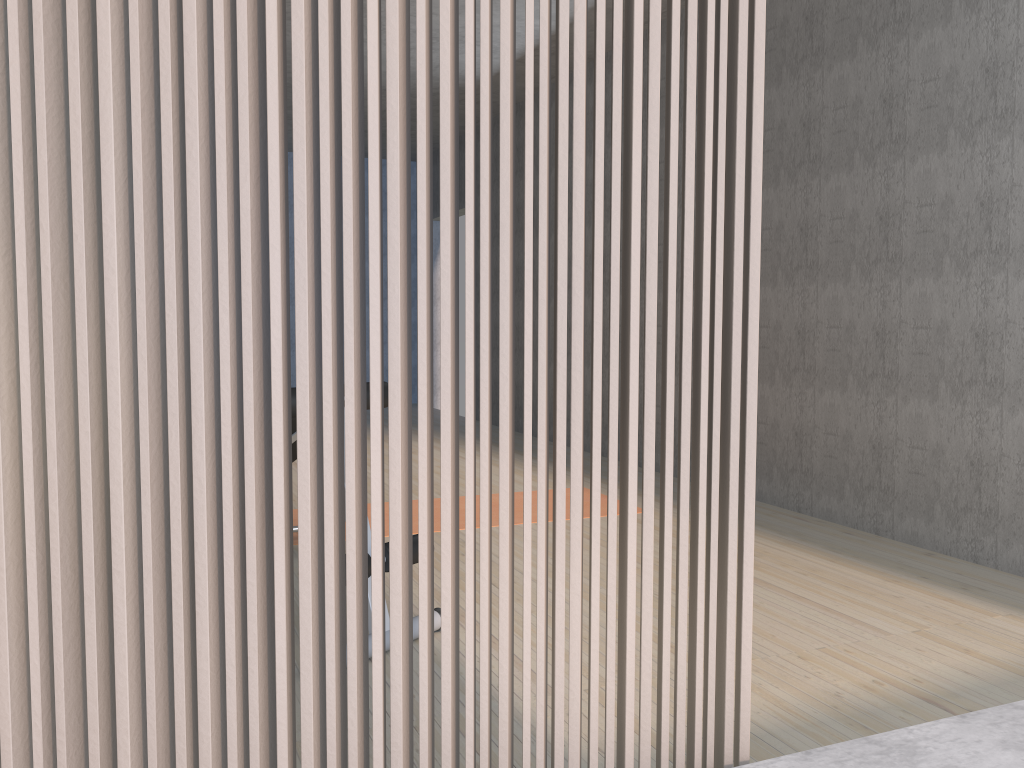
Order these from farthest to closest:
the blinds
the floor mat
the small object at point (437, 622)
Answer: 1. the floor mat
2. the small object at point (437, 622)
3. the blinds

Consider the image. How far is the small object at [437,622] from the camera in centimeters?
264cm

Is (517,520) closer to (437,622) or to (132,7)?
(437,622)

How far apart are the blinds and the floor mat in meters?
2.7

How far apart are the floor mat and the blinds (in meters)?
2.67

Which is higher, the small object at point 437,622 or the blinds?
the blinds

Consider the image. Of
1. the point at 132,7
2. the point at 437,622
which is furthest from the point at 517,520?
the point at 132,7

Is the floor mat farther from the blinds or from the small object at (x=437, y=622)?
the blinds

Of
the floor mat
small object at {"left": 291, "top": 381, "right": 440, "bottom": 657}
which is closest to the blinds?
small object at {"left": 291, "top": 381, "right": 440, "bottom": 657}

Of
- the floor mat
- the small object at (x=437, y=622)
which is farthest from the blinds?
the floor mat
